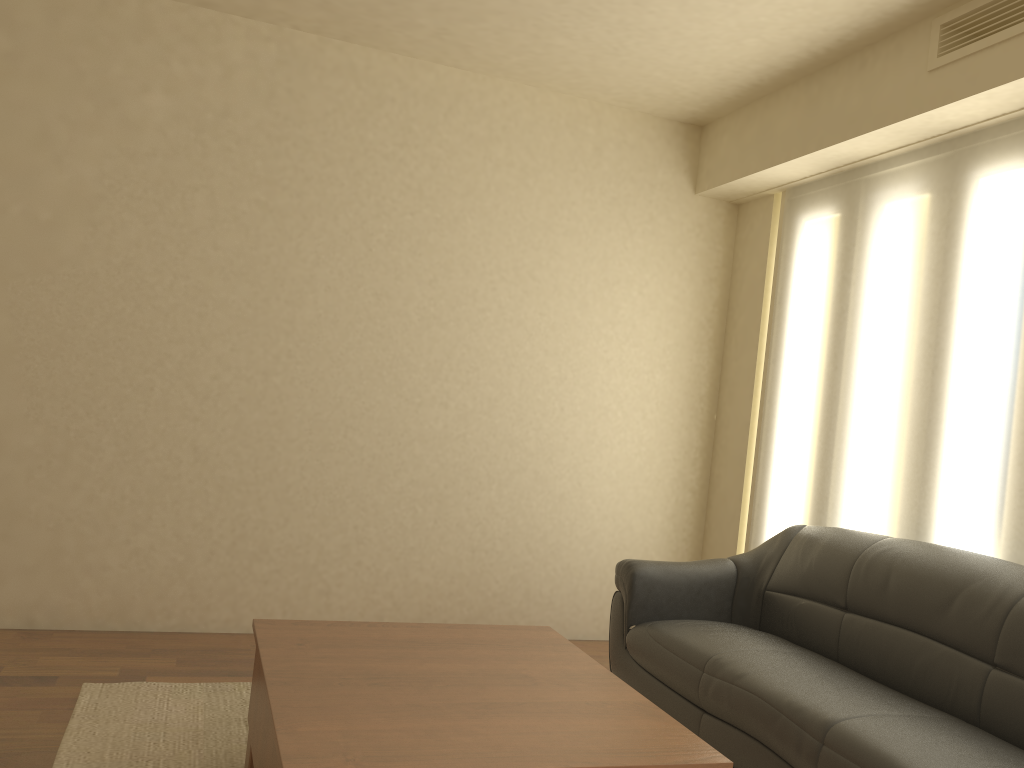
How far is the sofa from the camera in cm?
262

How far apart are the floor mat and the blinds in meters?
2.6 m

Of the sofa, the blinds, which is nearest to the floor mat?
the sofa

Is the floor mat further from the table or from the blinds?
the blinds

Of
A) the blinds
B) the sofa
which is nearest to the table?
A: the sofa

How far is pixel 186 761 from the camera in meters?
2.9 m

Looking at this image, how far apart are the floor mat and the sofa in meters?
1.5

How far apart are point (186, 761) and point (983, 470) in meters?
3.0 m

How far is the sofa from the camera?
2.6 meters

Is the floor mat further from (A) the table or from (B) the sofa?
(B) the sofa
